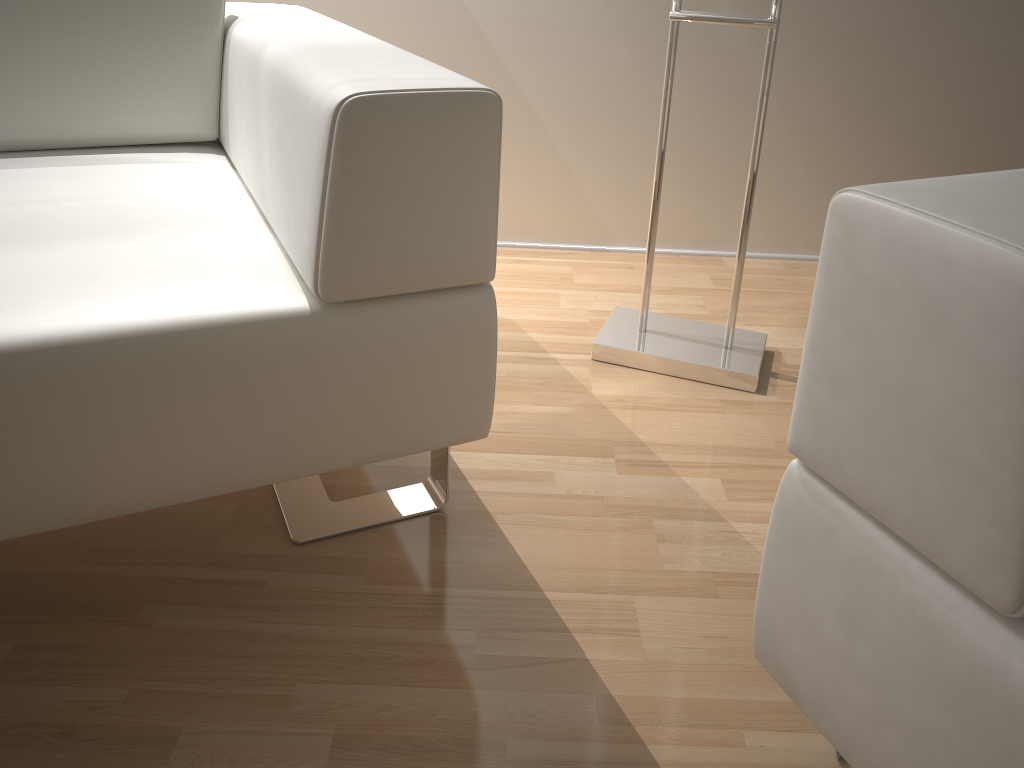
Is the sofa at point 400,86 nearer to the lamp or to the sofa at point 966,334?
the sofa at point 966,334

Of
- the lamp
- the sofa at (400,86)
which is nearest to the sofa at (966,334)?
the sofa at (400,86)

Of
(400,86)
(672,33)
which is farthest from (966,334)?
(672,33)

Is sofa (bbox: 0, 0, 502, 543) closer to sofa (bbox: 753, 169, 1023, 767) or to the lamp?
sofa (bbox: 753, 169, 1023, 767)

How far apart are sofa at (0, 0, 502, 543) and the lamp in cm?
48

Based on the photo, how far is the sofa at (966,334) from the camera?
0.5m

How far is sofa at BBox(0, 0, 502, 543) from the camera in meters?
0.8

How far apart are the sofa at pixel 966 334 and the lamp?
0.73m

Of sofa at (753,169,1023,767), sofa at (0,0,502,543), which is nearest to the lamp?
sofa at (0,0,502,543)

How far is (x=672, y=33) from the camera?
1.4 meters
